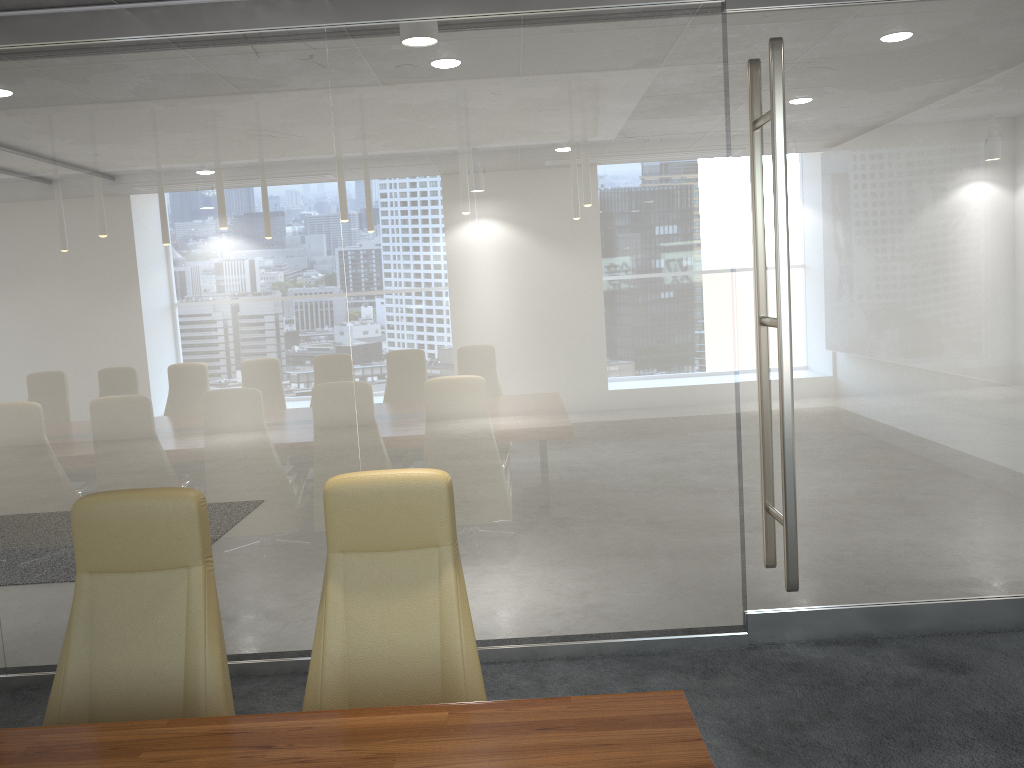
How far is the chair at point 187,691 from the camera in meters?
2.8 m

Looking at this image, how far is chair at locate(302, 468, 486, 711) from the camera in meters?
2.9

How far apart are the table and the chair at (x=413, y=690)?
0.5 meters

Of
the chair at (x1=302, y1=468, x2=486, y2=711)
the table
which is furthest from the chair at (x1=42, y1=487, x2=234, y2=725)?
the table

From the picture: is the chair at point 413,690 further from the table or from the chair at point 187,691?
the table

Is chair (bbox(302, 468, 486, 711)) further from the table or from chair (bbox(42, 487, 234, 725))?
the table

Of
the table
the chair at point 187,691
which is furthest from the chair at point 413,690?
the table

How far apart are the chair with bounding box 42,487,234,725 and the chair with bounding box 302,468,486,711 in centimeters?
25cm

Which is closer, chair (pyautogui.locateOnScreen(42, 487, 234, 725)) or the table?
the table

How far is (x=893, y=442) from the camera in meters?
4.7
